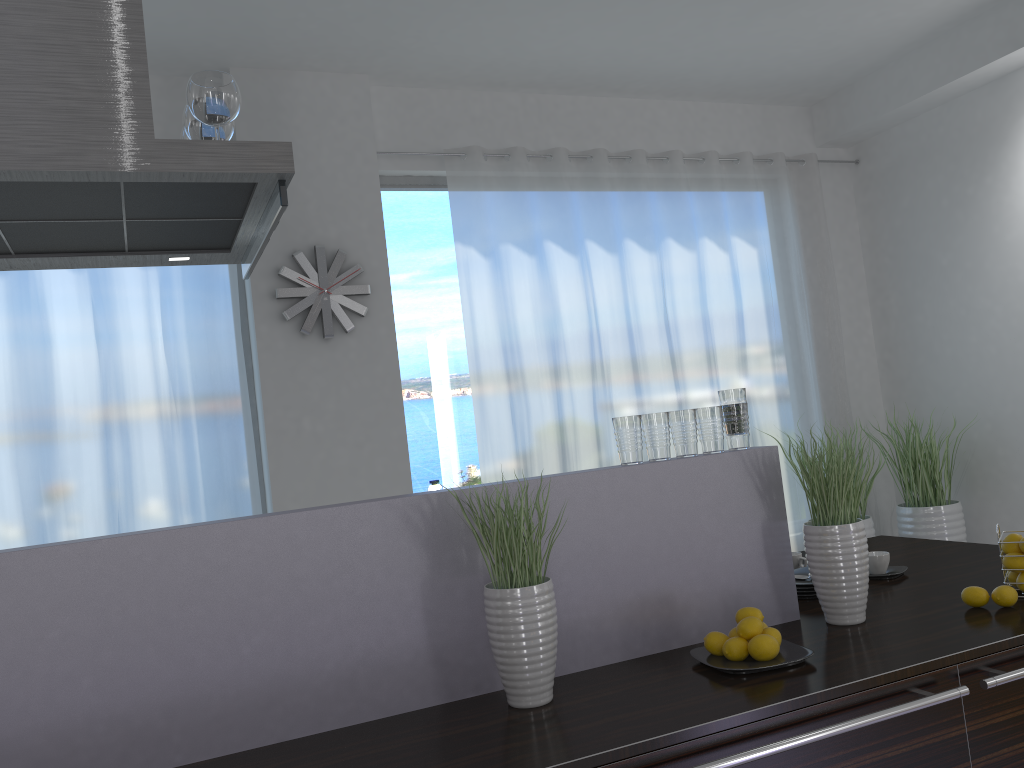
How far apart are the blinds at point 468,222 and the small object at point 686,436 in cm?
296

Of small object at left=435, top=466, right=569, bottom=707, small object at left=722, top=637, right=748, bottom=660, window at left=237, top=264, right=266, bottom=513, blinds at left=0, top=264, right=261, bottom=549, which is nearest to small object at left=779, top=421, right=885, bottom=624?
small object at left=722, top=637, right=748, bottom=660

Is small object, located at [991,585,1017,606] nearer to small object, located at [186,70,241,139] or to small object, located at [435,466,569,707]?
small object, located at [435,466,569,707]

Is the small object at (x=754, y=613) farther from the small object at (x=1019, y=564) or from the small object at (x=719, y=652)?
the small object at (x=1019, y=564)

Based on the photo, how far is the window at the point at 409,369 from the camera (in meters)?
5.21

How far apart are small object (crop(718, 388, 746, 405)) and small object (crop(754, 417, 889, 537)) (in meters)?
3.47

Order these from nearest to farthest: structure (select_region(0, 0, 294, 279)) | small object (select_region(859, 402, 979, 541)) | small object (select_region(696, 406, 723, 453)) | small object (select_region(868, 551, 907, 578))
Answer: structure (select_region(0, 0, 294, 279)) < small object (select_region(696, 406, 723, 453)) < small object (select_region(868, 551, 907, 578)) < small object (select_region(859, 402, 979, 541))

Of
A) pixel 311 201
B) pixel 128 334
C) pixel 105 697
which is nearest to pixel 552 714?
pixel 105 697

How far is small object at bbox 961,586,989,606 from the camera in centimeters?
216cm

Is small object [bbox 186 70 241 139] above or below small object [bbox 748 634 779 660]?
above
